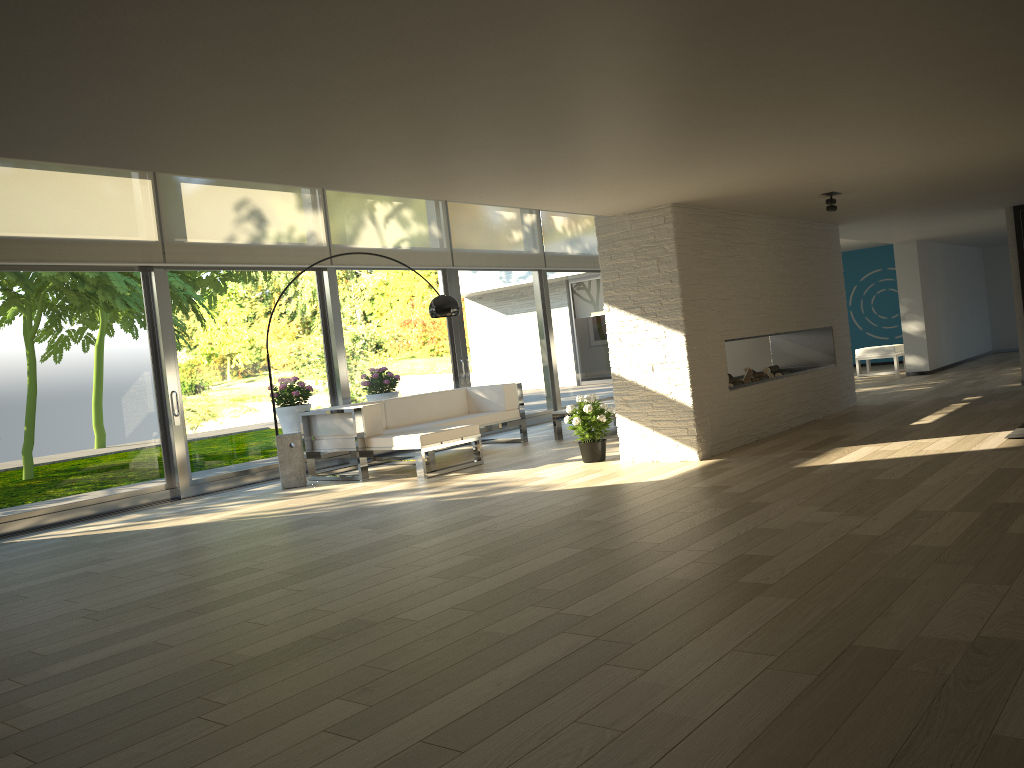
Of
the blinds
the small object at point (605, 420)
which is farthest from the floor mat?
the blinds

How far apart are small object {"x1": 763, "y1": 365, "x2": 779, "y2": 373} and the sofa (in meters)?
2.59

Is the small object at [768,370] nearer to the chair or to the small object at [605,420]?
the small object at [605,420]

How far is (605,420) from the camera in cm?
721

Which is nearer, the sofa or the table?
the sofa

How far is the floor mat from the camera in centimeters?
616cm

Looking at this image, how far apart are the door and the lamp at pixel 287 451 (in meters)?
0.75

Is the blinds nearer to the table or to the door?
the door

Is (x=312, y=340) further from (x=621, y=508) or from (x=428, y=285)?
(x=621, y=508)

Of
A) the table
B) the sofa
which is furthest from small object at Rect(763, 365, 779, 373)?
the sofa
